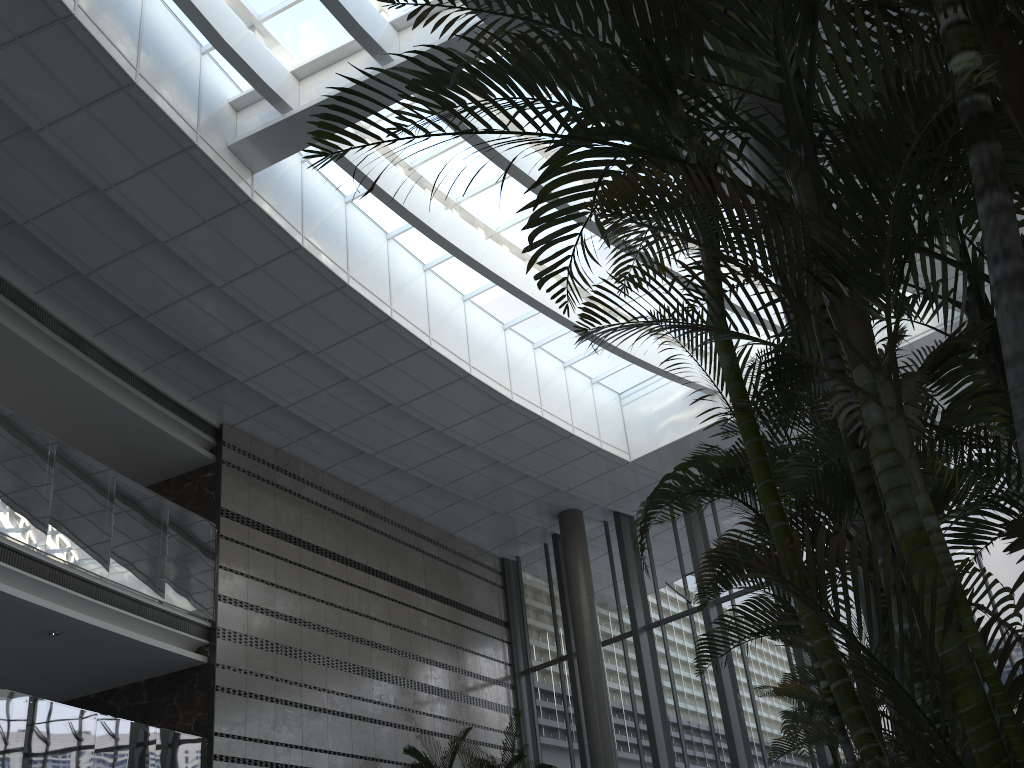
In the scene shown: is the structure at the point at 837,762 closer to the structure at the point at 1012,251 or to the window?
the structure at the point at 1012,251

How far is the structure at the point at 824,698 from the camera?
2.9 meters

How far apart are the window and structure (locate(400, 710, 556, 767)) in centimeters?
257cm

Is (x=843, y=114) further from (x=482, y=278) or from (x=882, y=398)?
(x=482, y=278)

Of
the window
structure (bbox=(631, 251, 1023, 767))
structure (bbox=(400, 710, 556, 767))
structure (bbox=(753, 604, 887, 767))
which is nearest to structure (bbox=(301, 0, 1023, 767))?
structure (bbox=(631, 251, 1023, 767))

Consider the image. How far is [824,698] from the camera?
2.87m

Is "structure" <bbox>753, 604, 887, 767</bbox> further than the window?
No

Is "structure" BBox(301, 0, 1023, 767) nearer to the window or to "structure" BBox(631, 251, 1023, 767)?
"structure" BBox(631, 251, 1023, 767)

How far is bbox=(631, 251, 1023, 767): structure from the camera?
2.9 meters

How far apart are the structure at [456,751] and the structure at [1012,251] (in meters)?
8.86
